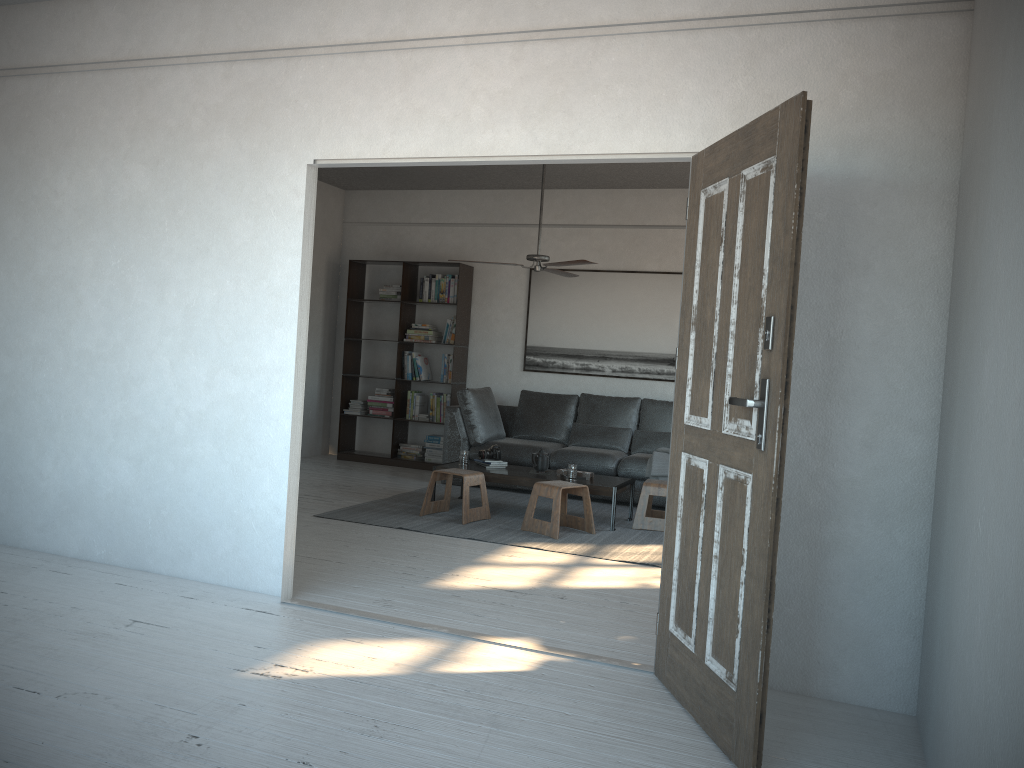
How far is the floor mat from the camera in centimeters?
570cm

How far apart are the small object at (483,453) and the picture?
2.0m

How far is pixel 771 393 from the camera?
2.58m

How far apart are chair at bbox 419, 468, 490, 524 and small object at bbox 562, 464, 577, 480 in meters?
0.6

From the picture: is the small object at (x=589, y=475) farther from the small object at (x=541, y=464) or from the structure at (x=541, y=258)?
the structure at (x=541, y=258)

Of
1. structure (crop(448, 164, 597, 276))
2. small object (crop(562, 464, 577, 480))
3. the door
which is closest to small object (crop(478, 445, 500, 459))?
small object (crop(562, 464, 577, 480))

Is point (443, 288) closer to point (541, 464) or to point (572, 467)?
point (541, 464)

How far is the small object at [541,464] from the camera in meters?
6.8 m

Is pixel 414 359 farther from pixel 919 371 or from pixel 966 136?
pixel 966 136

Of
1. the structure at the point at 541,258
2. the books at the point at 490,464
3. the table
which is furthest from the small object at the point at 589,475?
the structure at the point at 541,258
